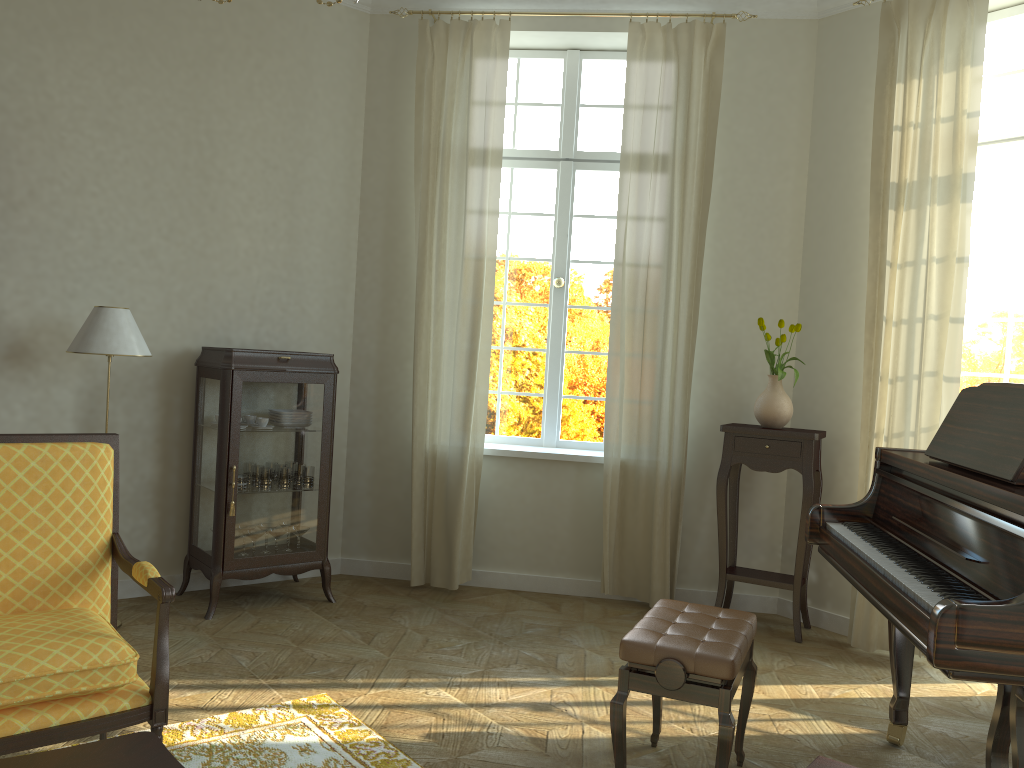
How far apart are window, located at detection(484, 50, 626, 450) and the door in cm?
205

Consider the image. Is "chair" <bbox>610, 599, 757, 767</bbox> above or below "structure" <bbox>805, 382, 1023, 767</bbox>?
below

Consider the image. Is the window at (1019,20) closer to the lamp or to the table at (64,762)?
the lamp

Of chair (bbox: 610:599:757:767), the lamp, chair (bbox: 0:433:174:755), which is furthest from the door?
the lamp

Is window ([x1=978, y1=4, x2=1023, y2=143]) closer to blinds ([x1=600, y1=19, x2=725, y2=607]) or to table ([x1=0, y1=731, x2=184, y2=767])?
blinds ([x1=600, y1=19, x2=725, y2=607])

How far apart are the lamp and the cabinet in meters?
0.4

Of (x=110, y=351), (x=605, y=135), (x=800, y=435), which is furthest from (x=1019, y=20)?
(x=110, y=351)

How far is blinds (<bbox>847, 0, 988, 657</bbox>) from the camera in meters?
4.3 m

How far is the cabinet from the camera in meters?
4.6 m

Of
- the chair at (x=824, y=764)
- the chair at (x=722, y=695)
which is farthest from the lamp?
the chair at (x=824, y=764)
